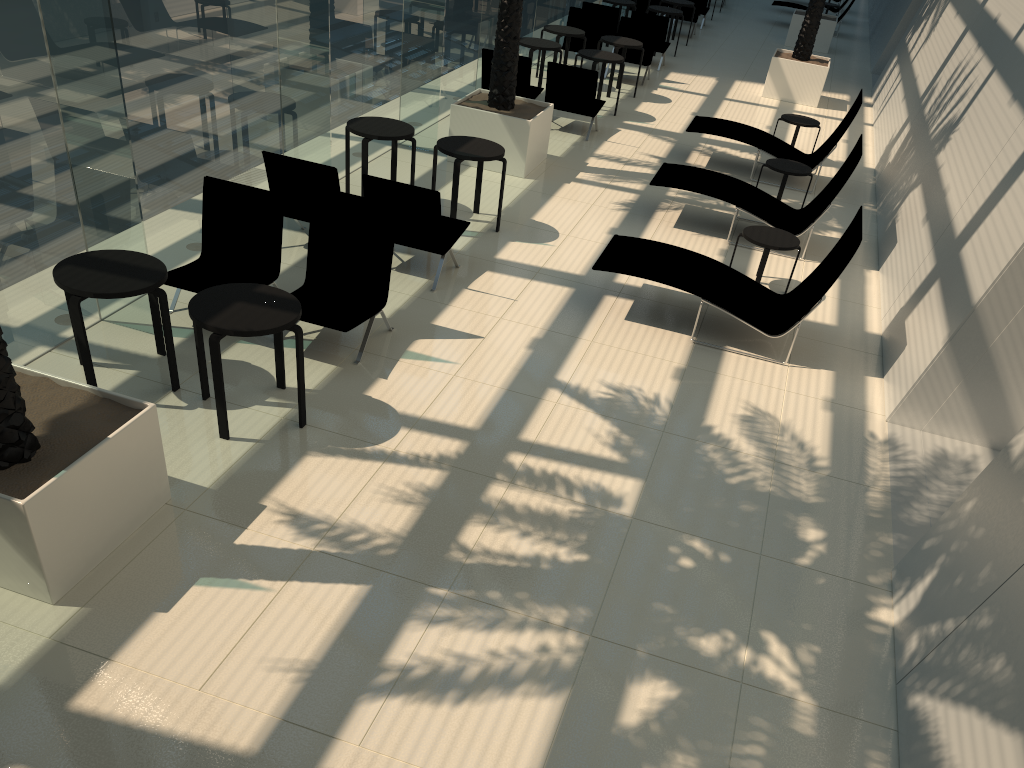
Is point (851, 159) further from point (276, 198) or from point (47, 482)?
point (47, 482)

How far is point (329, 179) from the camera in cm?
788

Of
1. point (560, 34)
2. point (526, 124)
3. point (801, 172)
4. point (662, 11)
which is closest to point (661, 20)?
point (662, 11)

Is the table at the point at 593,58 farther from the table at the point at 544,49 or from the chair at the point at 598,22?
the chair at the point at 598,22

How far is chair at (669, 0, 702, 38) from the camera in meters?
21.1 m

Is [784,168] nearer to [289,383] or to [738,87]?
[738,87]

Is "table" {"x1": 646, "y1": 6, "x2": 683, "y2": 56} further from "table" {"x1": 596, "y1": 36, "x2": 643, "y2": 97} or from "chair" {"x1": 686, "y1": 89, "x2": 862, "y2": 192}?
"chair" {"x1": 686, "y1": 89, "x2": 862, "y2": 192}

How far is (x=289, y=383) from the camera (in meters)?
6.40

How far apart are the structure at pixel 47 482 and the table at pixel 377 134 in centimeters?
494cm

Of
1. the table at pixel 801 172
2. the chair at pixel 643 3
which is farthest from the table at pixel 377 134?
the chair at pixel 643 3
